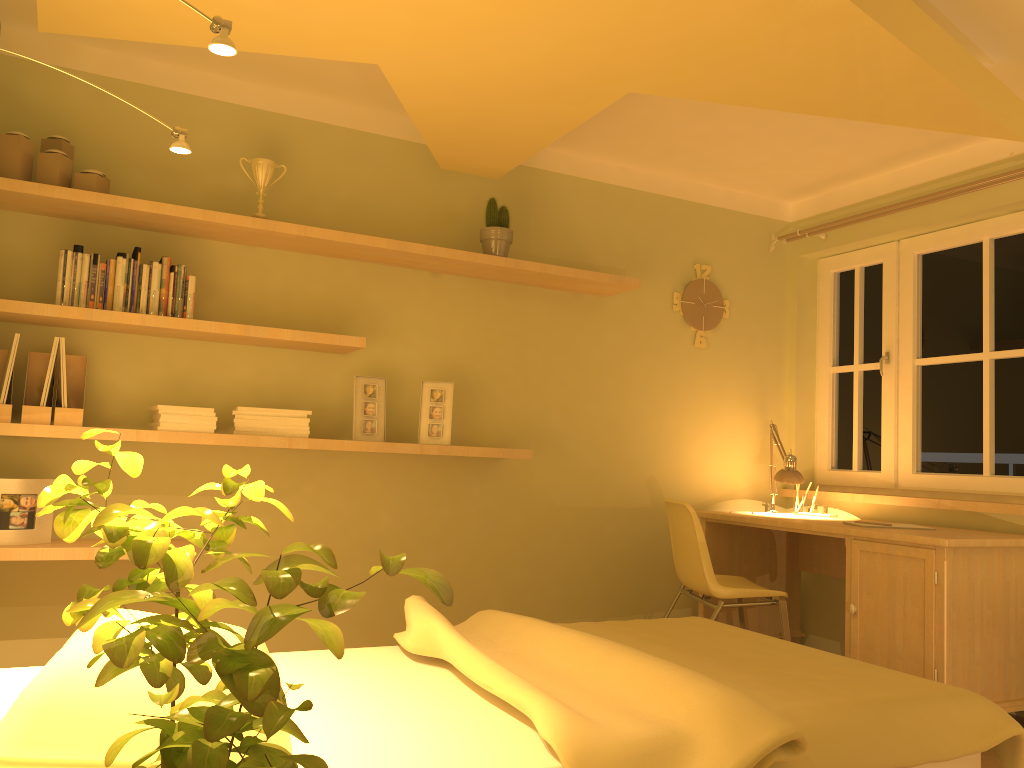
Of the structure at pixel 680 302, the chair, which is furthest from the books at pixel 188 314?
the structure at pixel 680 302

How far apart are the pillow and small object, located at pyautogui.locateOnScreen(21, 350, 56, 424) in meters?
1.3

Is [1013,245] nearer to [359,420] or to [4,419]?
[359,420]

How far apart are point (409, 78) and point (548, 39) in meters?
0.5 m

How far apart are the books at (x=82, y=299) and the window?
3.55m

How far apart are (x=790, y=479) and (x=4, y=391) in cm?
324

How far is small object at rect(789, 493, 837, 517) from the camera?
4.3 meters

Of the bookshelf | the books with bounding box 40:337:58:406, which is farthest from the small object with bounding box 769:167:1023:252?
the books with bounding box 40:337:58:406

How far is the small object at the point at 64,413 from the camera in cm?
297

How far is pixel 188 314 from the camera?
3.19m
